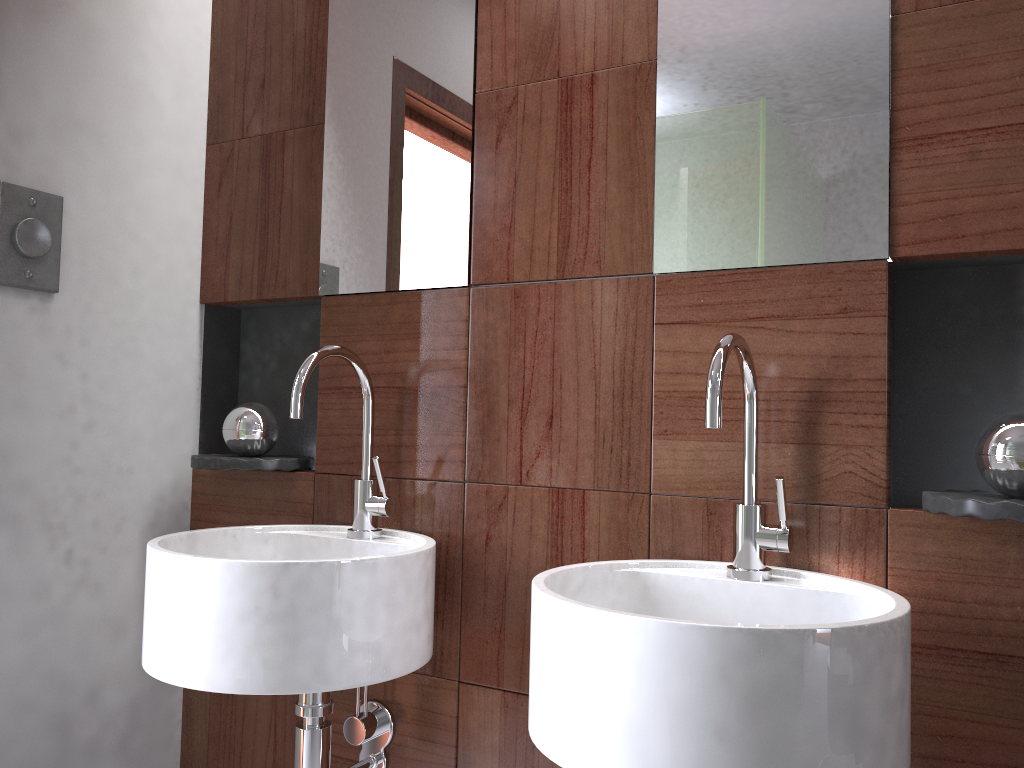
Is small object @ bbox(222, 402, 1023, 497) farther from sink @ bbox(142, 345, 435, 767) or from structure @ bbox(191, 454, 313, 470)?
sink @ bbox(142, 345, 435, 767)

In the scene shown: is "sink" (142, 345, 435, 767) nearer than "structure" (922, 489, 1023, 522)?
No

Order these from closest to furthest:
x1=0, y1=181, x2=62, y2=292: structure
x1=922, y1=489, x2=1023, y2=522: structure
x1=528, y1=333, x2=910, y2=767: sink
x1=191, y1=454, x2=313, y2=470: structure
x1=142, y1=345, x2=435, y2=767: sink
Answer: x1=528, y1=333, x2=910, y2=767: sink → x1=922, y1=489, x2=1023, y2=522: structure → x1=142, y1=345, x2=435, y2=767: sink → x1=0, y1=181, x2=62, y2=292: structure → x1=191, y1=454, x2=313, y2=470: structure

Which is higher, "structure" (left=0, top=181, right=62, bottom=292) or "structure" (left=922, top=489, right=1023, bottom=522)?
"structure" (left=0, top=181, right=62, bottom=292)

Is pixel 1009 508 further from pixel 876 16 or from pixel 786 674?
pixel 876 16

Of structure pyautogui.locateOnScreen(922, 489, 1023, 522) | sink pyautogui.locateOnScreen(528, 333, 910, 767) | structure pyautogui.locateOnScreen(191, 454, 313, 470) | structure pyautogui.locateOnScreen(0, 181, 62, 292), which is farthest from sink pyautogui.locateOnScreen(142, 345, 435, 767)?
structure pyautogui.locateOnScreen(922, 489, 1023, 522)

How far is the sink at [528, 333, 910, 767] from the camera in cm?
81

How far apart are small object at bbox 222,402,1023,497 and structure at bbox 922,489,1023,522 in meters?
0.0 m

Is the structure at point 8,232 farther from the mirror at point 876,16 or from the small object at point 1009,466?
the mirror at point 876,16

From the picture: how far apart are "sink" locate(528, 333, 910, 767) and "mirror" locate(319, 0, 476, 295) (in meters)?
0.51
